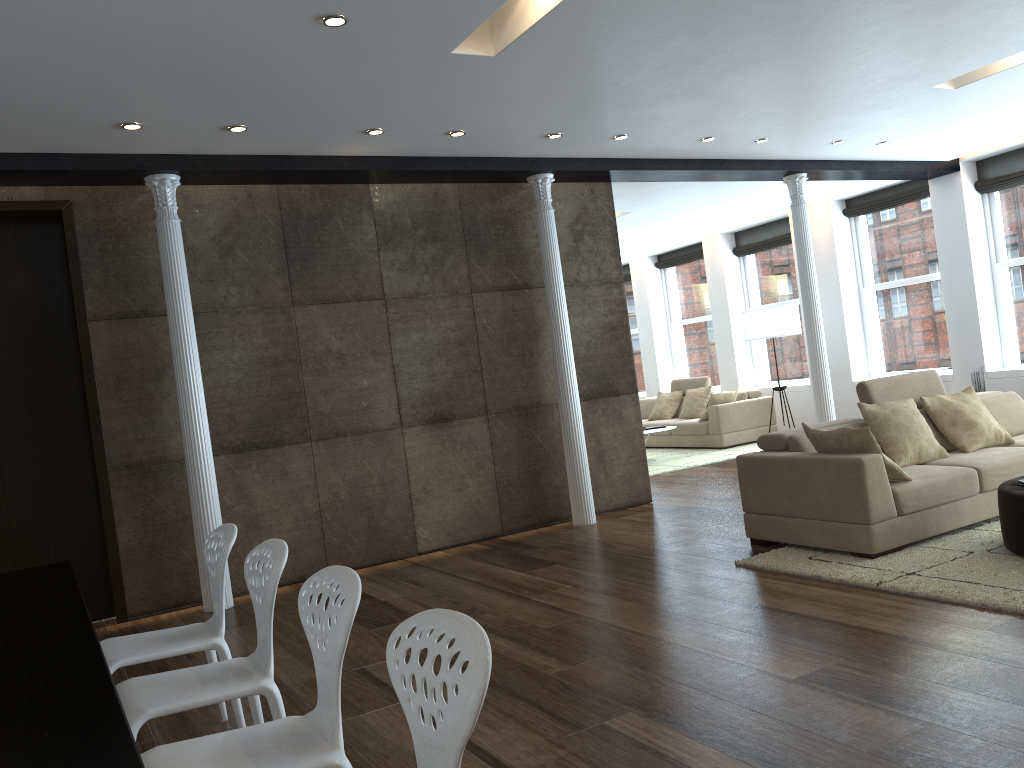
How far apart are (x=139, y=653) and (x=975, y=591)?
3.6m

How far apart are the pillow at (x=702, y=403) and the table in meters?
9.6 m

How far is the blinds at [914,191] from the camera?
10.4 meters

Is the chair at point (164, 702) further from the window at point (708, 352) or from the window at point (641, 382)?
the window at point (641, 382)

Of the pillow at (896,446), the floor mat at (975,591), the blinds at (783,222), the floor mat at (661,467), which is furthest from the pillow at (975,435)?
the blinds at (783,222)

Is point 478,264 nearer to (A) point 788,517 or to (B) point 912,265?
(A) point 788,517

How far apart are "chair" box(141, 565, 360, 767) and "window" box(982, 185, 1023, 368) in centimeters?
949cm

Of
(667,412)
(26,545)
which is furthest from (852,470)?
(667,412)

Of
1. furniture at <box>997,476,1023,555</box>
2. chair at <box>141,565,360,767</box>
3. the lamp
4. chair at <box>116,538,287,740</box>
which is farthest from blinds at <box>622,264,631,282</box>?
chair at <box>141,565,360,767</box>

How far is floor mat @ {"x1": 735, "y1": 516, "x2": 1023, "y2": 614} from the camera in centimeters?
409cm
